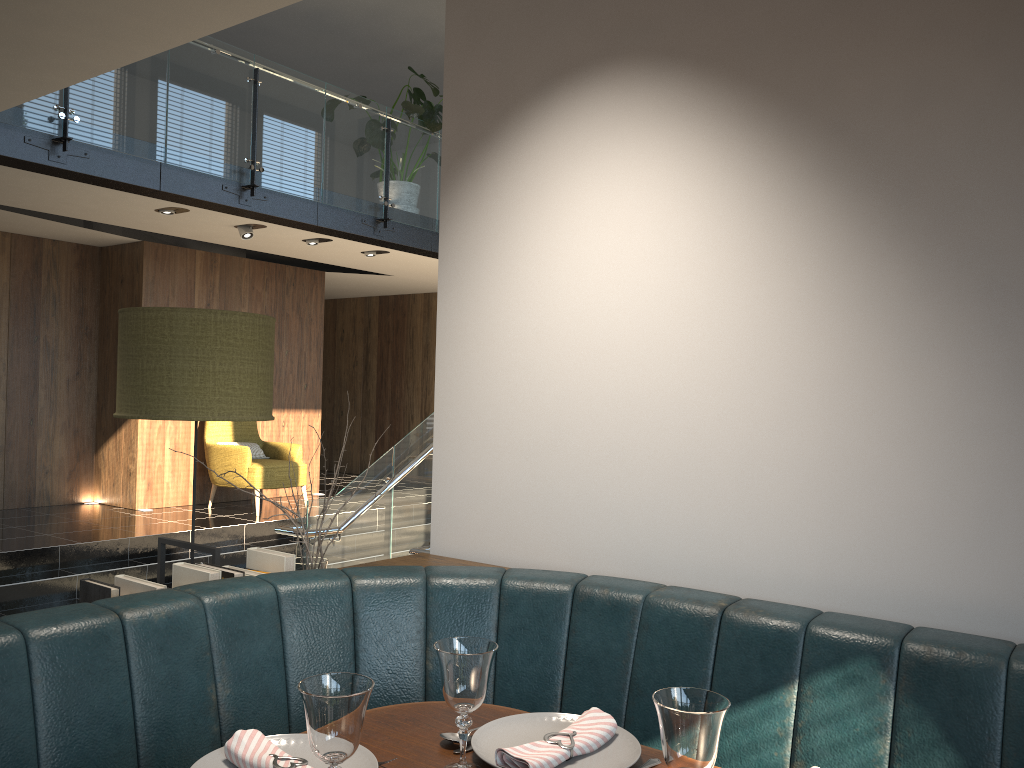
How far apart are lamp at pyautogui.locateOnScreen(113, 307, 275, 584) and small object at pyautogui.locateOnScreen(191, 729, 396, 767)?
1.14m

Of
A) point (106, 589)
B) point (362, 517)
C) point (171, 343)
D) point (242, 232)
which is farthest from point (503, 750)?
point (242, 232)

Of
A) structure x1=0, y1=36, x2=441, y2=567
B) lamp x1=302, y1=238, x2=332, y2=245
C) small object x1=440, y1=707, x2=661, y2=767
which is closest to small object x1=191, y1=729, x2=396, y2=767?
small object x1=440, y1=707, x2=661, y2=767

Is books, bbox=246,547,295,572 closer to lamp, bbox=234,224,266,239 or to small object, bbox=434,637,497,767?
small object, bbox=434,637,497,767

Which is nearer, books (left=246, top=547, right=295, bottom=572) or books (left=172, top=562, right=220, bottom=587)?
books (left=172, top=562, right=220, bottom=587)

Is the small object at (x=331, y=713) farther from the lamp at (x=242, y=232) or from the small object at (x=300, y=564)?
the lamp at (x=242, y=232)

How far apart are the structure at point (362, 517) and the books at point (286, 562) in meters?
2.6 m

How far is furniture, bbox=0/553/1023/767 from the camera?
1.5 meters

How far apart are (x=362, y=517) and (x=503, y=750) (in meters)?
4.73

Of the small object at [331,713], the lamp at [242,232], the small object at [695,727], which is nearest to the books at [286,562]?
the small object at [331,713]
